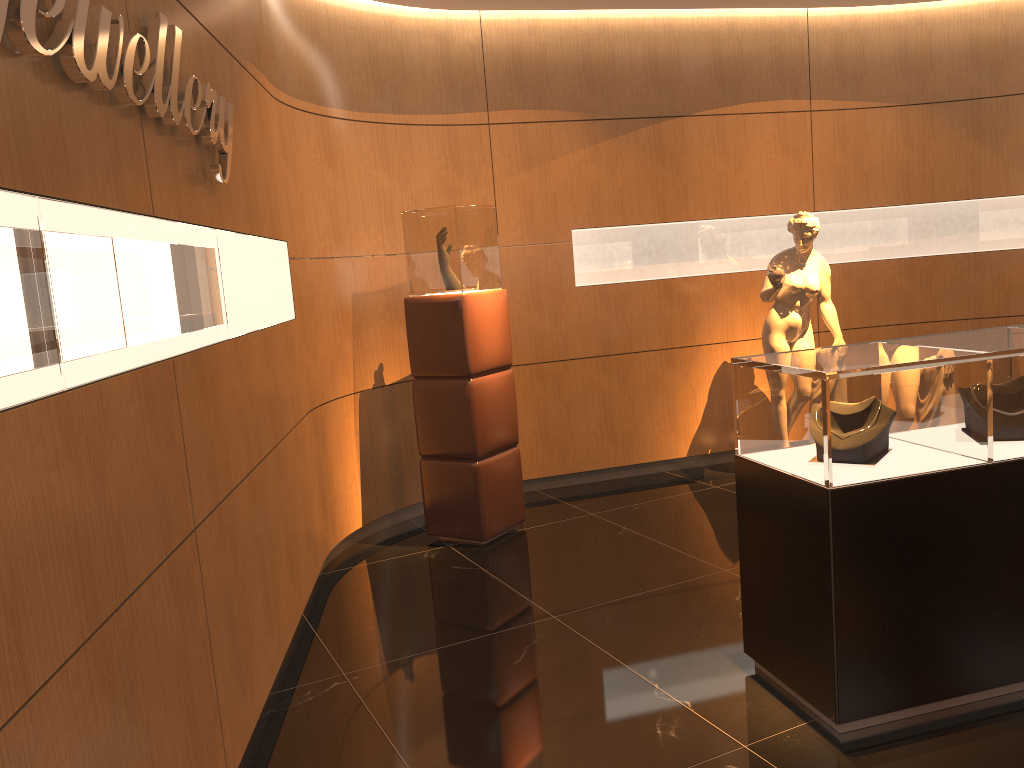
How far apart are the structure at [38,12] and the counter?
2.0 meters

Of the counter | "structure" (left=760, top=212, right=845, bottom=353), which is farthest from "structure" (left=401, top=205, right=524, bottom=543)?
the counter

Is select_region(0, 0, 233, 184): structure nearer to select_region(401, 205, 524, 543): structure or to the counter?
select_region(401, 205, 524, 543): structure

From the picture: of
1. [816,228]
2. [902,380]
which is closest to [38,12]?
[902,380]

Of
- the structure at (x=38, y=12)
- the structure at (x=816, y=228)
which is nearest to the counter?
the structure at (x=38, y=12)

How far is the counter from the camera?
2.8 meters

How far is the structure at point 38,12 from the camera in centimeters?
177cm

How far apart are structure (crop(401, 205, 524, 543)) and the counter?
2.1m

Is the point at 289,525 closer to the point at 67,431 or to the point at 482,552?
the point at 482,552

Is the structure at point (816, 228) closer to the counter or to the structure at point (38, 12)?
the counter
